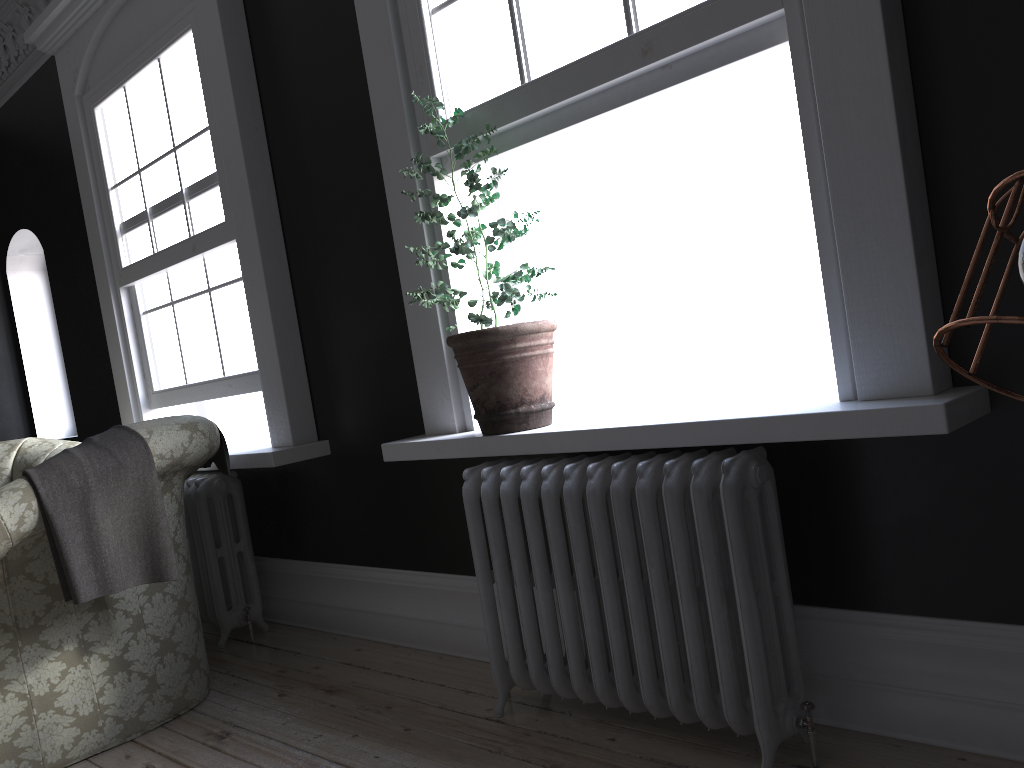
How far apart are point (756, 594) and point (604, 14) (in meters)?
1.70

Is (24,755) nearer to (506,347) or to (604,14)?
(506,347)

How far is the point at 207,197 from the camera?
4.33m

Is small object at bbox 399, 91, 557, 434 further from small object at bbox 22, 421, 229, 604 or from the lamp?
the lamp

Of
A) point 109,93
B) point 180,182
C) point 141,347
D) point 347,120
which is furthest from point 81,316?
point 347,120

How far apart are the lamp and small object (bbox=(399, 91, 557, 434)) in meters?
2.0

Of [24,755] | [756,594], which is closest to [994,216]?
[756,594]

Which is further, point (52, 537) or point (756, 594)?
point (52, 537)

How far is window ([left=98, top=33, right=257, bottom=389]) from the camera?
4.33m

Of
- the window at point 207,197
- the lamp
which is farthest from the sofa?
the lamp
